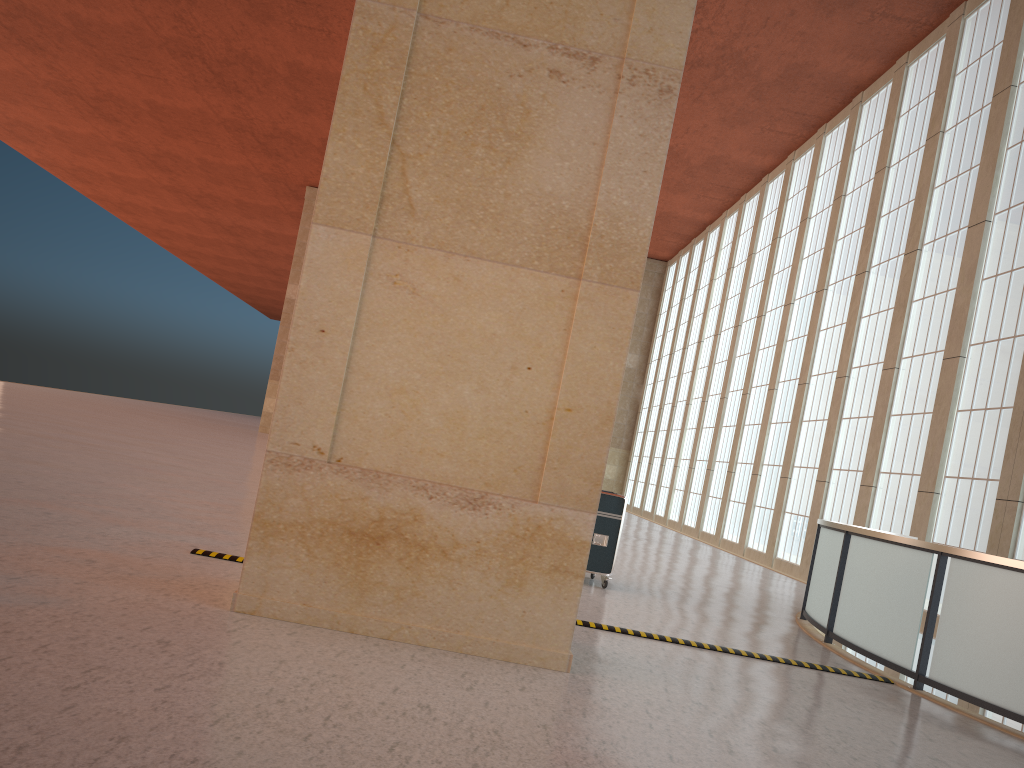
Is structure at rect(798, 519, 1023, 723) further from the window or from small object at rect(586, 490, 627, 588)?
the window

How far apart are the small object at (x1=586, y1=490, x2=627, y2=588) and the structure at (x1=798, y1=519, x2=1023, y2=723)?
3.18m

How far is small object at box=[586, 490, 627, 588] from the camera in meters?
14.1

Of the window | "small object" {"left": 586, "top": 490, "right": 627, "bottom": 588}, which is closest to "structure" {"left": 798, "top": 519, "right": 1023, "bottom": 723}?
"small object" {"left": 586, "top": 490, "right": 627, "bottom": 588}

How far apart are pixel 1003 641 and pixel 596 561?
6.10m

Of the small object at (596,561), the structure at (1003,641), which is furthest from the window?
the small object at (596,561)

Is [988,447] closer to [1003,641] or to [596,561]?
[596,561]

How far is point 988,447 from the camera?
20.55m

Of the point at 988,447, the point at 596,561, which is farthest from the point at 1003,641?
the point at 988,447

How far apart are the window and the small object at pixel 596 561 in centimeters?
984cm
